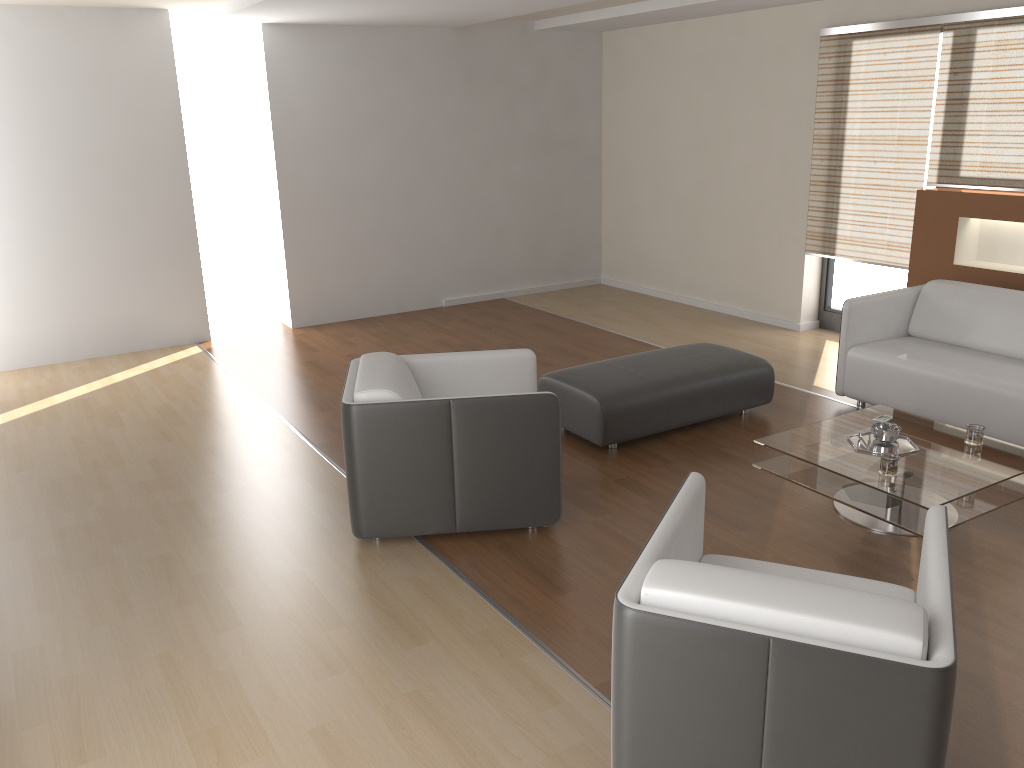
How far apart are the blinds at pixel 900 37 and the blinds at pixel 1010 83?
0.1 meters

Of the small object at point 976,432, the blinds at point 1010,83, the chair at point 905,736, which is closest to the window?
the blinds at point 1010,83

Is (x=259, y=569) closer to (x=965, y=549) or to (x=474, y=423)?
(x=474, y=423)

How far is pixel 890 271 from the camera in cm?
675

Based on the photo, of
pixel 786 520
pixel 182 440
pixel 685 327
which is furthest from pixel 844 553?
pixel 685 327

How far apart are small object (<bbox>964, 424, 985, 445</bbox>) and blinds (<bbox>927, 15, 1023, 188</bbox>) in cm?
237

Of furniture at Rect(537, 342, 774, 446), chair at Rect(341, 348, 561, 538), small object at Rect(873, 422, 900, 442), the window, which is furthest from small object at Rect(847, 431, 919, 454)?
the window

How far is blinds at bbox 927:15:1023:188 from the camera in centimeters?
549cm

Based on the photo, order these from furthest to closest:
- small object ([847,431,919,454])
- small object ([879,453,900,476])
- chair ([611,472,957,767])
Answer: small object ([847,431,919,454]) → small object ([879,453,900,476]) → chair ([611,472,957,767])

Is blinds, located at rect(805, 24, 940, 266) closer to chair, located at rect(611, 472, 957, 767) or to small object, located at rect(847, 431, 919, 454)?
small object, located at rect(847, 431, 919, 454)
